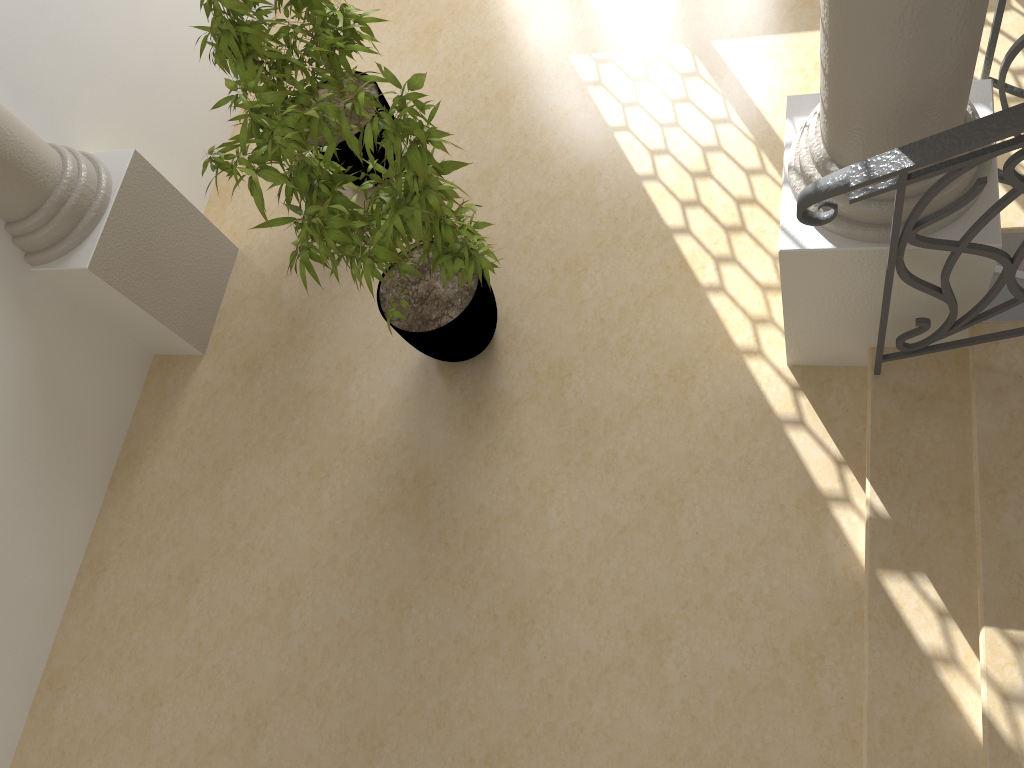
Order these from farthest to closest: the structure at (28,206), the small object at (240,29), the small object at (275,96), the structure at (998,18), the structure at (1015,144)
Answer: the structure at (28,206) < the small object at (240,29) < the small object at (275,96) < the structure at (998,18) < the structure at (1015,144)

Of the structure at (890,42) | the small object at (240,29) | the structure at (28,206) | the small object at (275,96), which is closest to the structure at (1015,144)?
the structure at (890,42)

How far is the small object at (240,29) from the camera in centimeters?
329cm

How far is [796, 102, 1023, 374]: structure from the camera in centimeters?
196cm

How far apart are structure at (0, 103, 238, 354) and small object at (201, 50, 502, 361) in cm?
98

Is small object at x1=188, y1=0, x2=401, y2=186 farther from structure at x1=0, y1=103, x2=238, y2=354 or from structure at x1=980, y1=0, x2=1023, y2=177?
structure at x1=980, y1=0, x2=1023, y2=177

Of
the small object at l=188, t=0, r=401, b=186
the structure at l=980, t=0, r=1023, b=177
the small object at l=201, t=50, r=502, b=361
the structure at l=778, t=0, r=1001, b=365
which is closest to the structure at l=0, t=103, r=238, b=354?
the small object at l=188, t=0, r=401, b=186

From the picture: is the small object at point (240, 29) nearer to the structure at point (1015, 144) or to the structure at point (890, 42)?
the structure at point (890, 42)

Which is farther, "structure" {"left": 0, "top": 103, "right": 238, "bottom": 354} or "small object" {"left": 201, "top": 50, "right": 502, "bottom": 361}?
"structure" {"left": 0, "top": 103, "right": 238, "bottom": 354}

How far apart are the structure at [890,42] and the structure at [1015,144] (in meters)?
0.08
